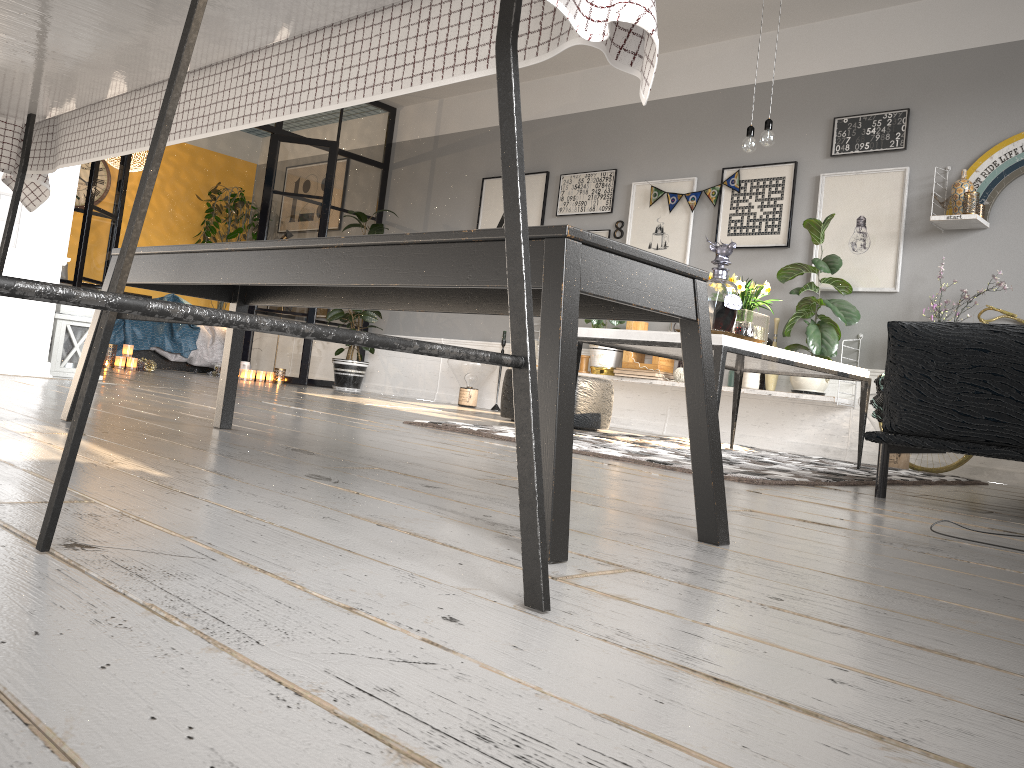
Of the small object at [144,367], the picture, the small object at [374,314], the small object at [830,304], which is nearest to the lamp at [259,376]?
the small object at [374,314]

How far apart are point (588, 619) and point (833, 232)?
5.5m

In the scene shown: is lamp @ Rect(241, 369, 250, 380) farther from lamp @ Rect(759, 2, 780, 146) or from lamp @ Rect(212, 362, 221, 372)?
lamp @ Rect(759, 2, 780, 146)

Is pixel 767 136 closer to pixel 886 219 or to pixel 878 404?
pixel 878 404

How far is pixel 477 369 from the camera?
7.5m

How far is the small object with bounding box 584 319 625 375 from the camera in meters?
6.7 m

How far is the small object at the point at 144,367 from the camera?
7.02m

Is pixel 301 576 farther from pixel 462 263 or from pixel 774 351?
pixel 774 351

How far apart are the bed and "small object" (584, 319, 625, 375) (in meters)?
3.71

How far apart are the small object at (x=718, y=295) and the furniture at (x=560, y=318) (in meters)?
1.74
